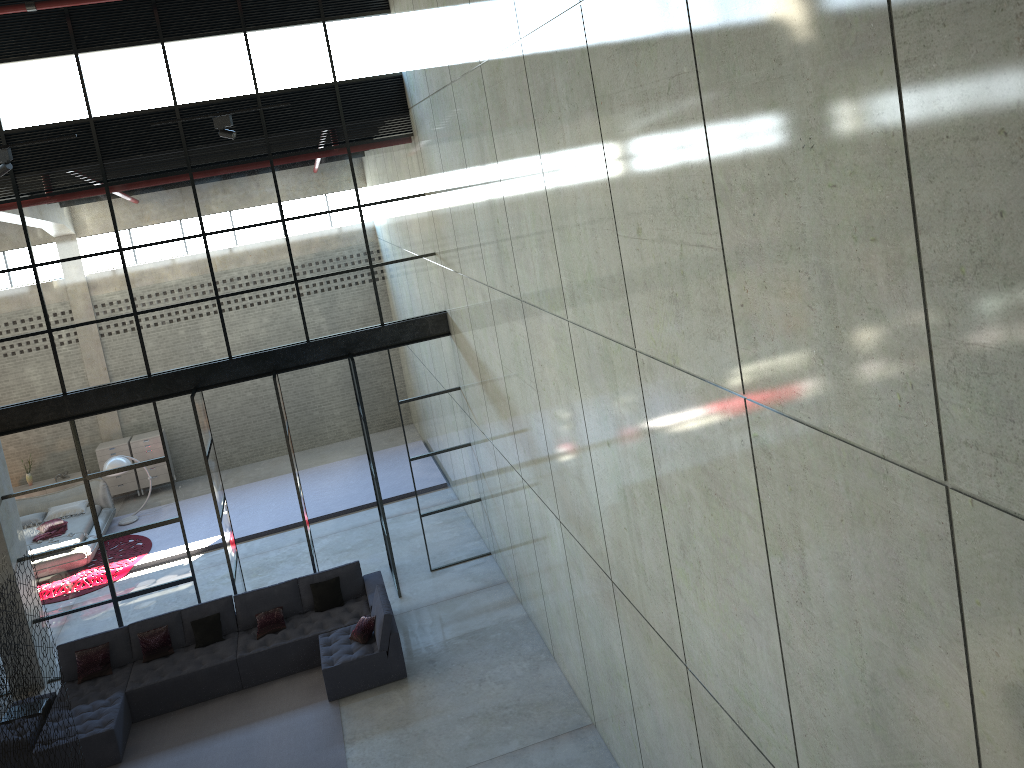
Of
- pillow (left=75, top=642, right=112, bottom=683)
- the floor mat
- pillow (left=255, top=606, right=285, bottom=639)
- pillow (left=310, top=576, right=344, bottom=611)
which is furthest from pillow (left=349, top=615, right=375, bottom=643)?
pillow (left=75, top=642, right=112, bottom=683)

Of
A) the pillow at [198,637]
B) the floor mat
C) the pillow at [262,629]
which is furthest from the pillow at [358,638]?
the pillow at [198,637]

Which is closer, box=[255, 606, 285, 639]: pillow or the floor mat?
the floor mat

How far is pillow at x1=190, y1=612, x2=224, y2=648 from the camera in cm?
1178

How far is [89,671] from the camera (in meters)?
11.42

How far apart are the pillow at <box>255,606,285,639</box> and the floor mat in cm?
68

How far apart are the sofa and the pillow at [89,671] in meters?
0.1 m

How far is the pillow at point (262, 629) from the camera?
11.85m

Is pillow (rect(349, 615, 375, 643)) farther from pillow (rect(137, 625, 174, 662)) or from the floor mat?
pillow (rect(137, 625, 174, 662))

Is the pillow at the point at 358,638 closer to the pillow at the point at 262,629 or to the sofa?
the sofa
